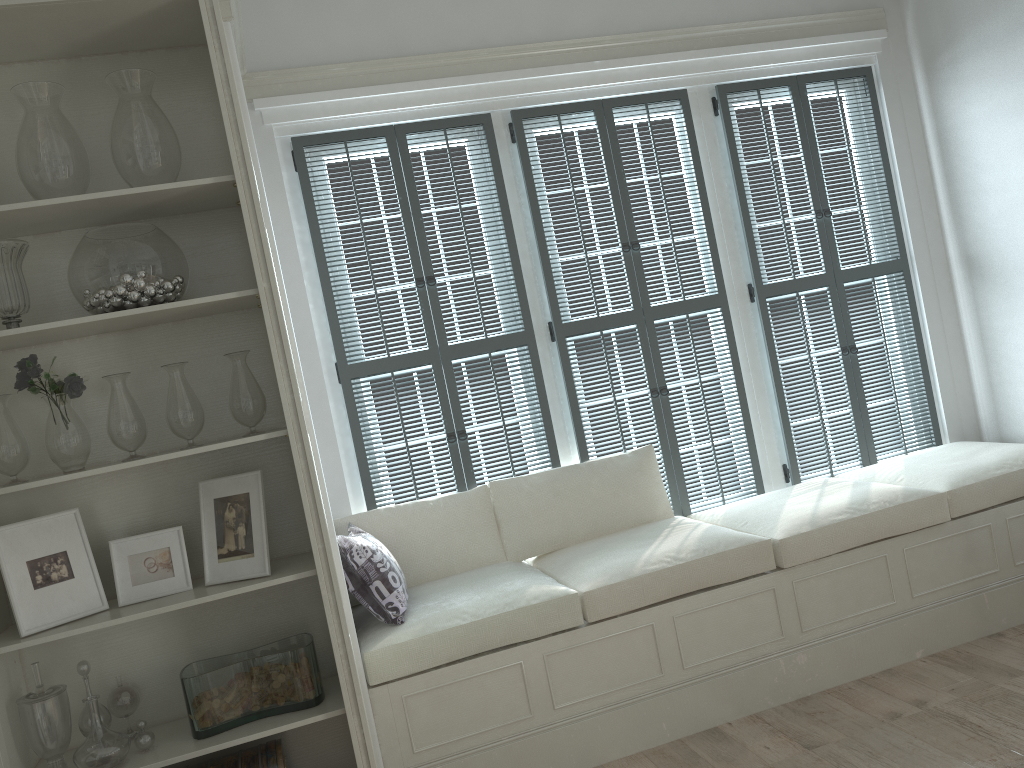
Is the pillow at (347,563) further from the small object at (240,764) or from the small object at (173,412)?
the small object at (173,412)

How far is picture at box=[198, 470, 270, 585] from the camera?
2.6m

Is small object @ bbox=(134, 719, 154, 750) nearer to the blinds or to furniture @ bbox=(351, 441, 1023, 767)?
furniture @ bbox=(351, 441, 1023, 767)

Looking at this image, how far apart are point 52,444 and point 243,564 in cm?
63

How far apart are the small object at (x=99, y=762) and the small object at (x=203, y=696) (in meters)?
0.17

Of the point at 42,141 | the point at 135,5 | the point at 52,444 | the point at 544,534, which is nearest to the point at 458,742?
the point at 544,534

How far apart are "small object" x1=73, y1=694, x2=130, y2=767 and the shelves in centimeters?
3cm

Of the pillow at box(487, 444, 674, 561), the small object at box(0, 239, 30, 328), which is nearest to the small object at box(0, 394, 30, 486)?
the small object at box(0, 239, 30, 328)

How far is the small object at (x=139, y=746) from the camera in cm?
249

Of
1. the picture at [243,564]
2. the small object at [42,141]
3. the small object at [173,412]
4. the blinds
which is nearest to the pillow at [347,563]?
the blinds
